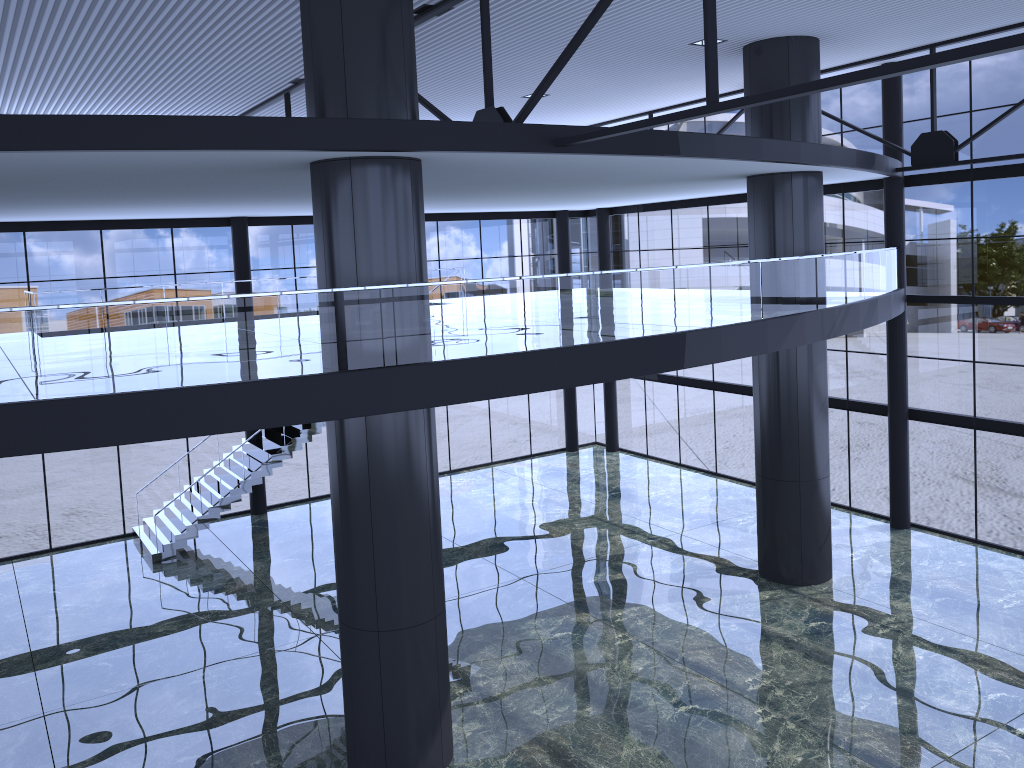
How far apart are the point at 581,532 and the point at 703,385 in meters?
7.9

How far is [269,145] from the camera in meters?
10.5

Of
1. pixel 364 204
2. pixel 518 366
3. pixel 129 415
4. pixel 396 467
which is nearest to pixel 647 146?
pixel 518 366
